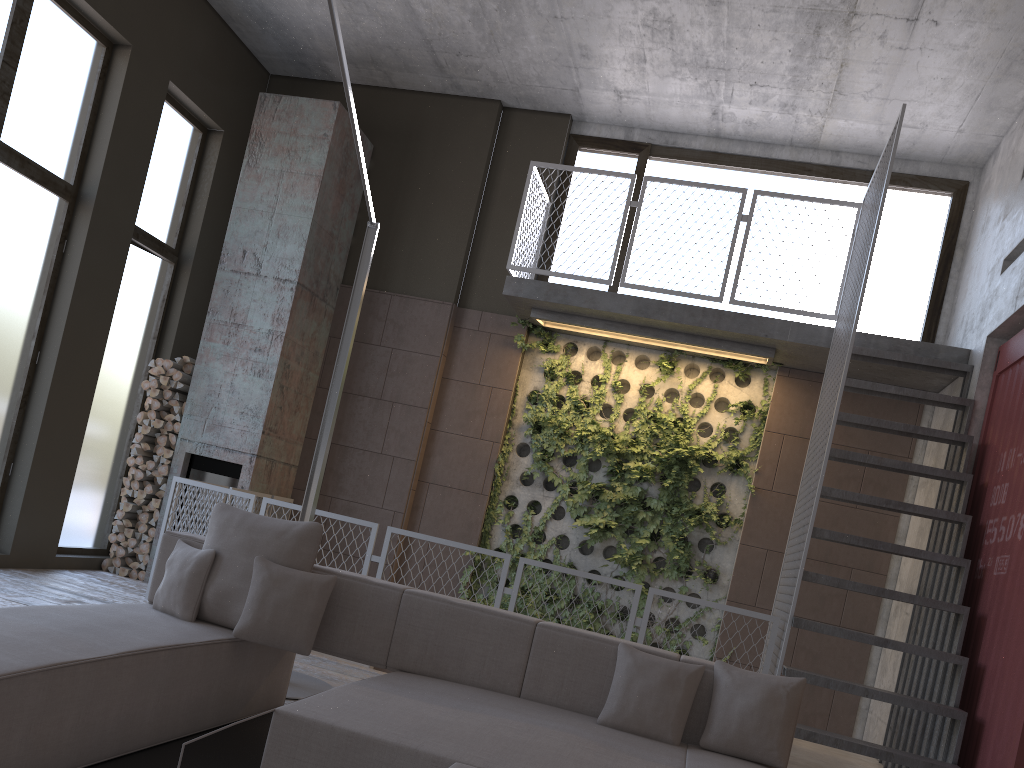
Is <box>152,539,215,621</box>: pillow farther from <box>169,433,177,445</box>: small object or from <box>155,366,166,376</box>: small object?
<box>155,366,166,376</box>: small object

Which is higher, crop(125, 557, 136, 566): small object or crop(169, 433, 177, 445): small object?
crop(169, 433, 177, 445): small object

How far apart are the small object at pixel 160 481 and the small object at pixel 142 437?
0.42m

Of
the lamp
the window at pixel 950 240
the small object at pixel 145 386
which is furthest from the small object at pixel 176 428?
the window at pixel 950 240

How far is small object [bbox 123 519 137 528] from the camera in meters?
7.9 m

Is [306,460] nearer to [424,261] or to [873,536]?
[424,261]

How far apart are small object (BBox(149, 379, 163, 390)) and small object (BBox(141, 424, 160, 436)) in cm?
39

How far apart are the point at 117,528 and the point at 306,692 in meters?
3.8 m

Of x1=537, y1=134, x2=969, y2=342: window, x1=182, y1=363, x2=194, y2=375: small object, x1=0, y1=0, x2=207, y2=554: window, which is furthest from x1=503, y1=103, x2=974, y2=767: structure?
x1=0, y1=0, x2=207, y2=554: window

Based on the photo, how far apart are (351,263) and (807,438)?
4.6 meters
